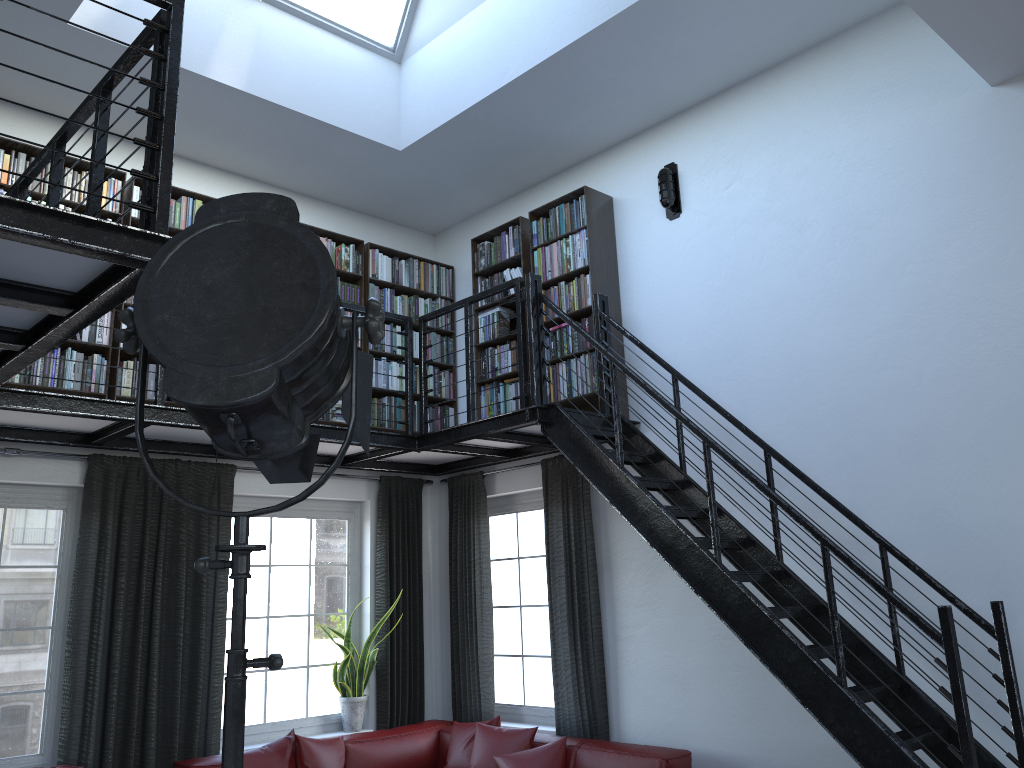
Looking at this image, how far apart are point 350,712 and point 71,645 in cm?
198

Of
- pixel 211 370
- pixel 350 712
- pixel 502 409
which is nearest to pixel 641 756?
pixel 350 712

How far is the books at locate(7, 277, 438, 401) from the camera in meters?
5.1

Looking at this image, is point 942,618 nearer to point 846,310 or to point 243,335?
point 846,310

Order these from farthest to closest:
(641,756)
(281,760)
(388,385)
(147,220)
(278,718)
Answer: (388,385)
(278,718)
(281,760)
(641,756)
(147,220)

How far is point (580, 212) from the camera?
6.06m

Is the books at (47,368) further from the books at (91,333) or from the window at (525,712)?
Result: the window at (525,712)

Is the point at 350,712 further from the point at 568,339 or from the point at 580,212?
the point at 580,212

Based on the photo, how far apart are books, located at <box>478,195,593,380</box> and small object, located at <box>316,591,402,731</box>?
2.01m

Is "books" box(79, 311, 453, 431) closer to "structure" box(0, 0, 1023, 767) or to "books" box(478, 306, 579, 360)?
"structure" box(0, 0, 1023, 767)
